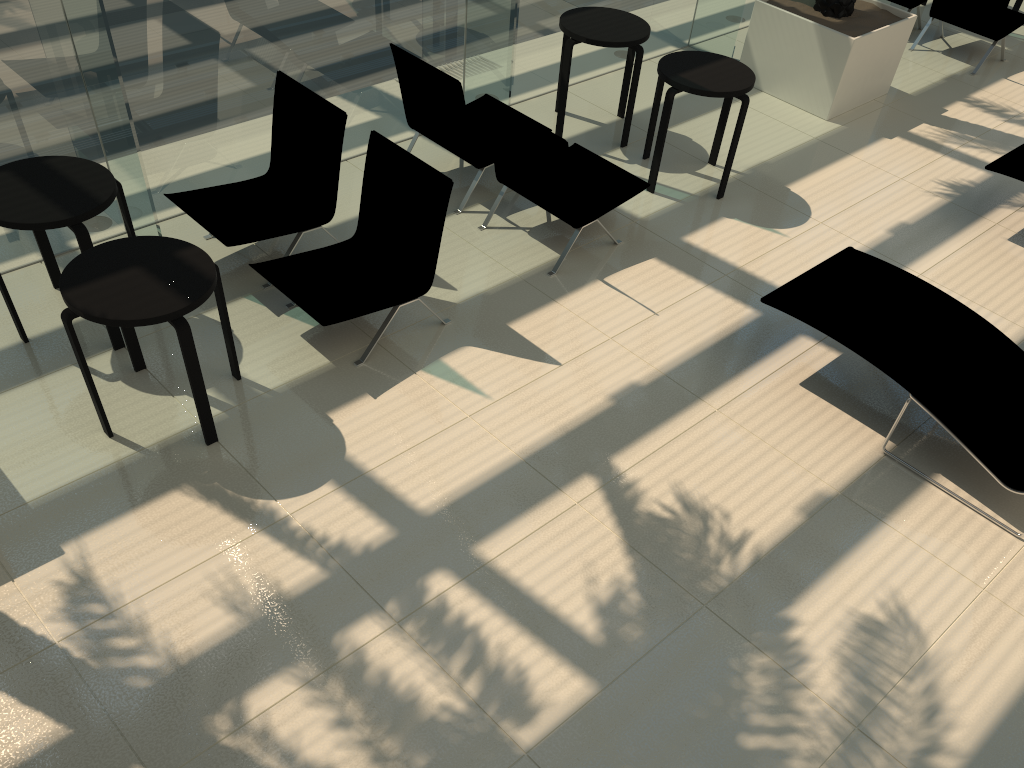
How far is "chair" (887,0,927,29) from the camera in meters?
9.2 m

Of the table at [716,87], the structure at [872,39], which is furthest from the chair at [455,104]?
the structure at [872,39]

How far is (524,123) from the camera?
5.5 meters

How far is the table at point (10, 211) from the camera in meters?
4.4

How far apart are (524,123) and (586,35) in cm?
172

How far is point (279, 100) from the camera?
5.69m

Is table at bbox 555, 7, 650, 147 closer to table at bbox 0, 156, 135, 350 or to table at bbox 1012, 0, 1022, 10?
Result: table at bbox 0, 156, 135, 350

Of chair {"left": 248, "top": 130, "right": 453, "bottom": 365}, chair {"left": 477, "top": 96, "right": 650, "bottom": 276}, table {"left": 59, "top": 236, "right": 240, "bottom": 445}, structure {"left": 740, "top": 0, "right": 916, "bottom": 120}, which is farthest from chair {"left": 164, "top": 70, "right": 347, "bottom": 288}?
structure {"left": 740, "top": 0, "right": 916, "bottom": 120}

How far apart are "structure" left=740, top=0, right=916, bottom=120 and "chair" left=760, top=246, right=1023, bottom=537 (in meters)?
2.96

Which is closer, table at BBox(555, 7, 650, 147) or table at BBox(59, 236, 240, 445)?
table at BBox(59, 236, 240, 445)
